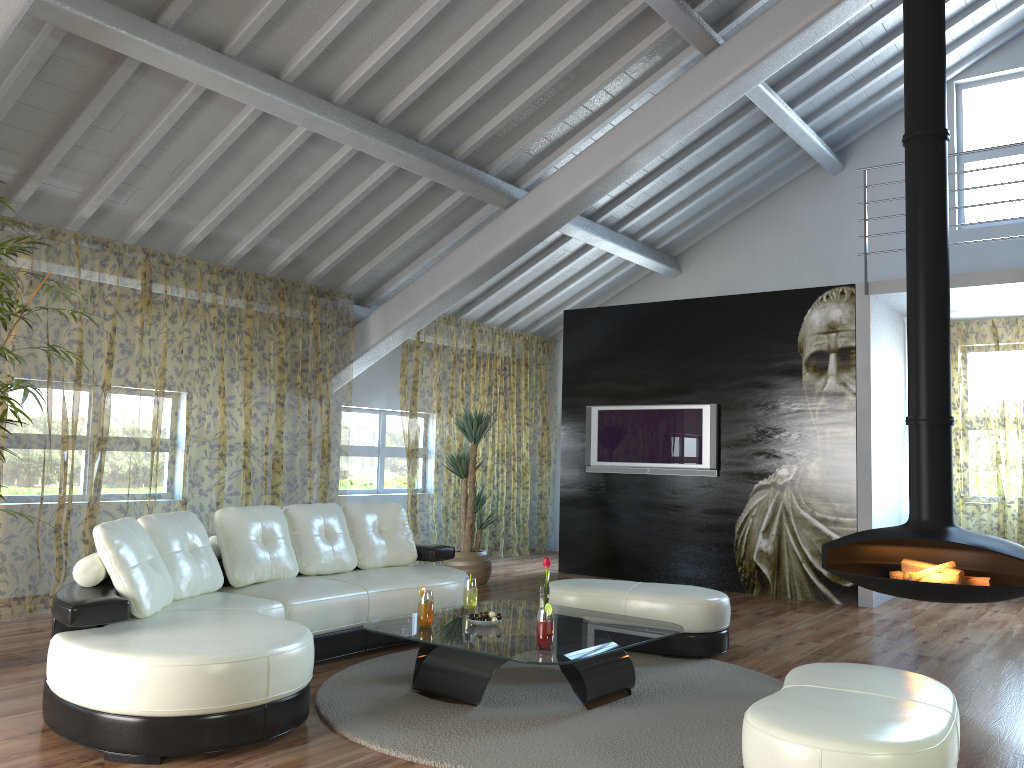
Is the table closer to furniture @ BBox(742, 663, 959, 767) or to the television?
furniture @ BBox(742, 663, 959, 767)

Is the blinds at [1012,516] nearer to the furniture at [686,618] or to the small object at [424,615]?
the furniture at [686,618]

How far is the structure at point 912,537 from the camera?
4.73m

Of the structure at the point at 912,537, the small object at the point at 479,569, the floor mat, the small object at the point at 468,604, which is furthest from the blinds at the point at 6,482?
the structure at the point at 912,537

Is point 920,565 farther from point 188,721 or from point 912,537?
point 188,721

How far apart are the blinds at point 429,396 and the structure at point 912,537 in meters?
4.5 m

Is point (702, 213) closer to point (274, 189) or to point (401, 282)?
point (401, 282)

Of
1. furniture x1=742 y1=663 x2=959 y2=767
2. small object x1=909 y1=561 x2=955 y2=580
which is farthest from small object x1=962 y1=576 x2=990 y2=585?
furniture x1=742 y1=663 x2=959 y2=767

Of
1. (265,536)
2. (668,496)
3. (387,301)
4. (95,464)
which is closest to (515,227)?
(387,301)

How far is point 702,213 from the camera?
9.4m
